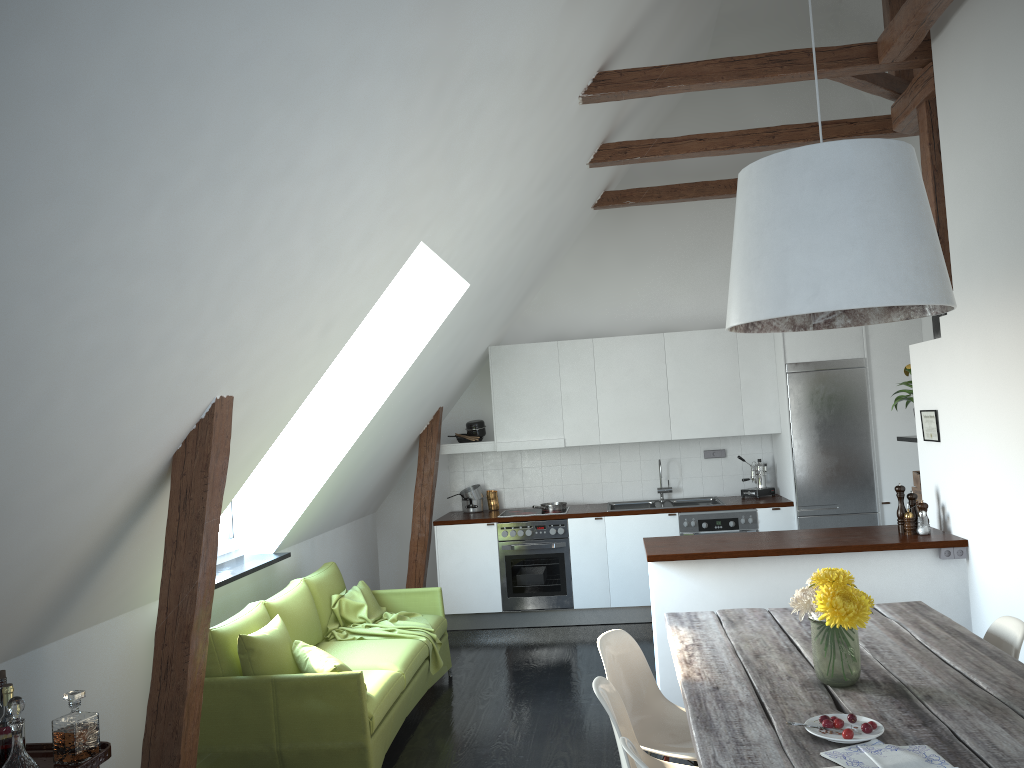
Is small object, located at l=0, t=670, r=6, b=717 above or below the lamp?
below

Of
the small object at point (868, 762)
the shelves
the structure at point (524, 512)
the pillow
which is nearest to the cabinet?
the structure at point (524, 512)

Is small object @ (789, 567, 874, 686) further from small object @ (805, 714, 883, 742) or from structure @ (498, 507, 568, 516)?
structure @ (498, 507, 568, 516)

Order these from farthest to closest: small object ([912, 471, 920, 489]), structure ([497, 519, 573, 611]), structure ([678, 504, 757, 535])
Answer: structure ([497, 519, 573, 611]), structure ([678, 504, 757, 535]), small object ([912, 471, 920, 489])

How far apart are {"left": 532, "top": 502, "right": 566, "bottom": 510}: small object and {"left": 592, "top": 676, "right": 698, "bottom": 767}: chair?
4.43m

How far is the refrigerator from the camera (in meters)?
6.96

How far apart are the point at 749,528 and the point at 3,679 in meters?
5.6

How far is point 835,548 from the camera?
4.7 meters

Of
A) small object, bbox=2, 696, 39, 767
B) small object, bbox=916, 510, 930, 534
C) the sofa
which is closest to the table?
small object, bbox=916, 510, 930, 534

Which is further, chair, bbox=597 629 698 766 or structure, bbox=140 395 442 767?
chair, bbox=597 629 698 766
